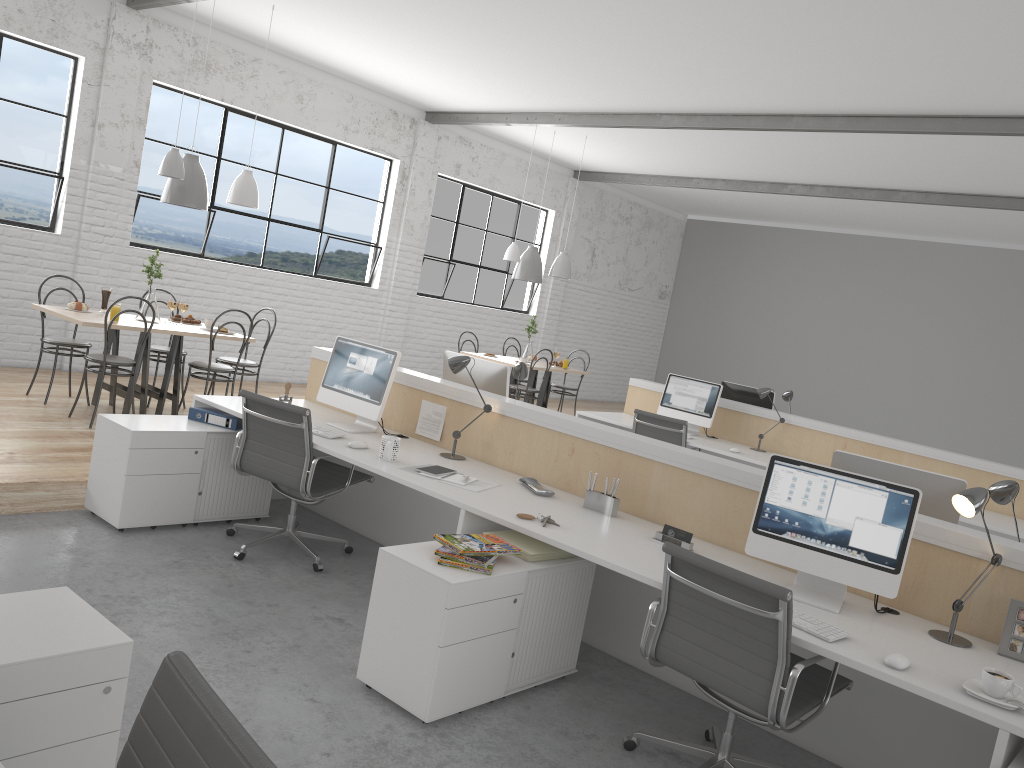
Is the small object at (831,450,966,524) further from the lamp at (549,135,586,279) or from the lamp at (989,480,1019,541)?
the lamp at (549,135,586,279)

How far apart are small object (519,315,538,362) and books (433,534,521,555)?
4.97m

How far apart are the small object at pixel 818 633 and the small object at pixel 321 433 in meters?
1.9

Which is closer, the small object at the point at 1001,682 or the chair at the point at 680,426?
the small object at the point at 1001,682

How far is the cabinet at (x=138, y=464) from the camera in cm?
338

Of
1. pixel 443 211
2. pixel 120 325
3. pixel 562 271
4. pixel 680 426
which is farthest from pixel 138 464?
pixel 443 211

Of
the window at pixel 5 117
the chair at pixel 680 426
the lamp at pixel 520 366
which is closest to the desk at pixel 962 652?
the lamp at pixel 520 366

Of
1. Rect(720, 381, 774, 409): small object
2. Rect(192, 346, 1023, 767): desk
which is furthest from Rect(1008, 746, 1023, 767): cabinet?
Rect(720, 381, 774, 409): small object

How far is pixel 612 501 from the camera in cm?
300

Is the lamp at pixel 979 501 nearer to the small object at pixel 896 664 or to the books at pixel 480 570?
the small object at pixel 896 664
